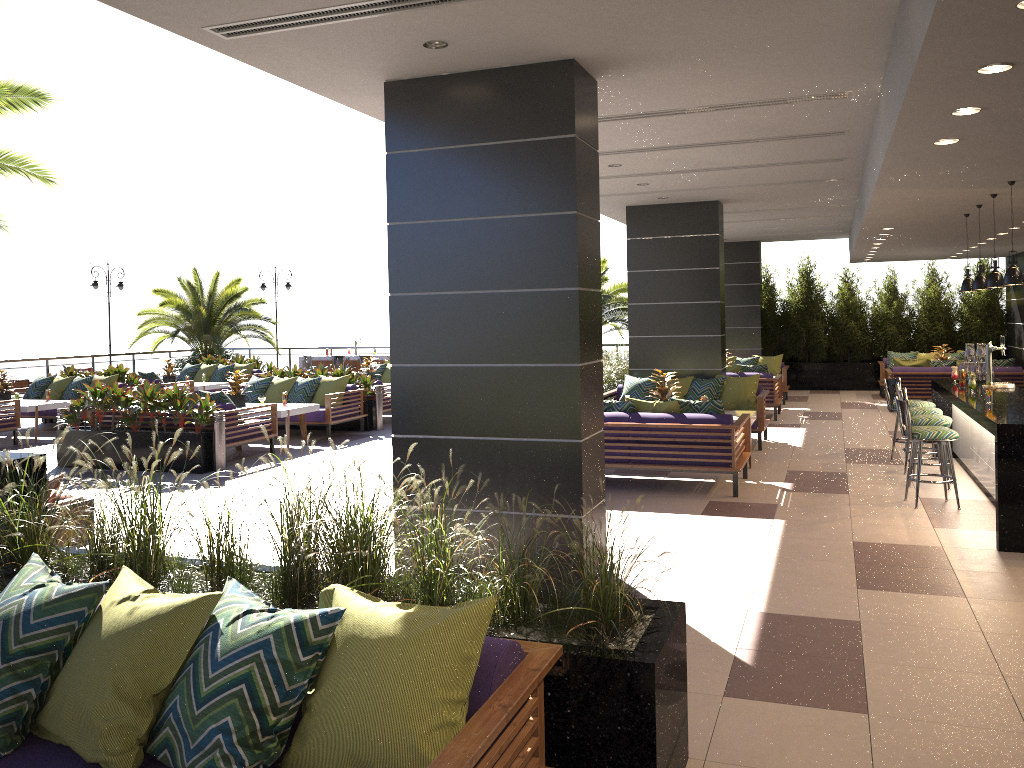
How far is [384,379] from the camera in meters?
17.2

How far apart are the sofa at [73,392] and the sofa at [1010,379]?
13.1 meters

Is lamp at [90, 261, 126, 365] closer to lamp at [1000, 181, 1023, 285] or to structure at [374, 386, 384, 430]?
structure at [374, 386, 384, 430]

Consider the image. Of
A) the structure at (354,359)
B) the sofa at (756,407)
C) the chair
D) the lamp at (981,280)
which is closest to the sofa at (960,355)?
the sofa at (756,407)

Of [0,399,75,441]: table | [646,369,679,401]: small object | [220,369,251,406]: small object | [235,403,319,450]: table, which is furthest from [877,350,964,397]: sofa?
[0,399,75,441]: table

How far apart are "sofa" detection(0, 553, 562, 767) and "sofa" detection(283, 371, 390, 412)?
11.3 meters

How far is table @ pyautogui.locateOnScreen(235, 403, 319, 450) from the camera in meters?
11.8

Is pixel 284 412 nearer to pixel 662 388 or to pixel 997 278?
pixel 662 388

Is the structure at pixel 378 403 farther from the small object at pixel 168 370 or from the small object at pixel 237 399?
the small object at pixel 168 370

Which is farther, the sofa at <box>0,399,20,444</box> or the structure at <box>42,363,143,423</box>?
the structure at <box>42,363,143,423</box>
